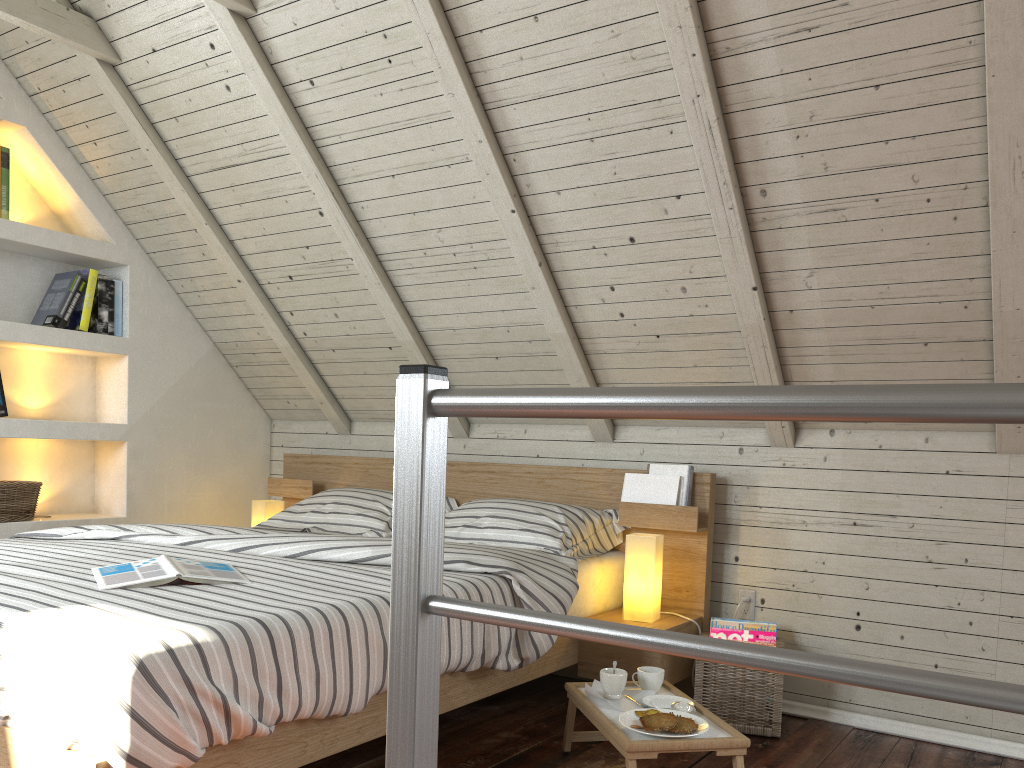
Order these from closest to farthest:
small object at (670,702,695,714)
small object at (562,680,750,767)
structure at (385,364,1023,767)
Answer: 1. structure at (385,364,1023,767)
2. small object at (562,680,750,767)
3. small object at (670,702,695,714)

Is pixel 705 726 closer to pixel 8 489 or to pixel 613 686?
pixel 613 686

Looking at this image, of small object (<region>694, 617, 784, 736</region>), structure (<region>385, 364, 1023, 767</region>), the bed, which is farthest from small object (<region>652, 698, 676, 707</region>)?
structure (<region>385, 364, 1023, 767</region>)

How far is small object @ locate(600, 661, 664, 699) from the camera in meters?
2.0

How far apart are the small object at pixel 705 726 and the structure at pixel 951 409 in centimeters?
116cm

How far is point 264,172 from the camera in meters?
2.8 m

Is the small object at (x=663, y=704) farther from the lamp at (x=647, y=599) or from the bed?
the lamp at (x=647, y=599)

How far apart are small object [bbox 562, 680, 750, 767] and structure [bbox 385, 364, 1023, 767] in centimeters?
105cm

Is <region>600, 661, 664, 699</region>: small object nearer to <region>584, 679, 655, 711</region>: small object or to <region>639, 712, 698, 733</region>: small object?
<region>584, 679, 655, 711</region>: small object

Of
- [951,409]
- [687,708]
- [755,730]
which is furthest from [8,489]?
[951,409]
